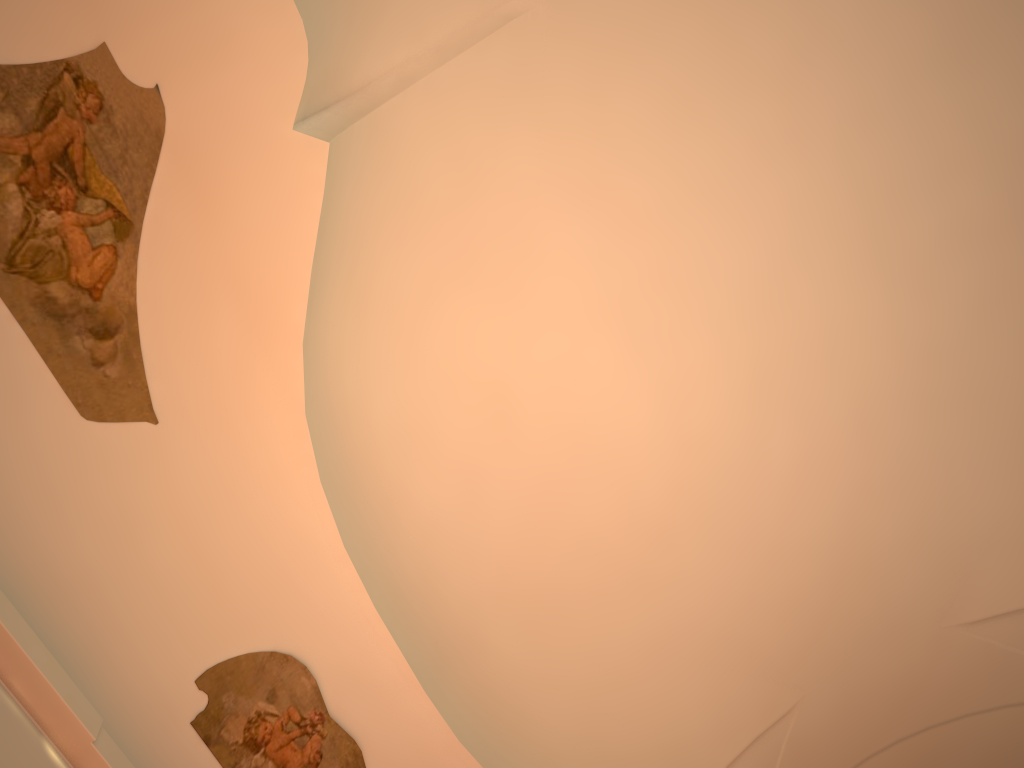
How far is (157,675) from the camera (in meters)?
4.81

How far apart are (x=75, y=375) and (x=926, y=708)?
8.49m
